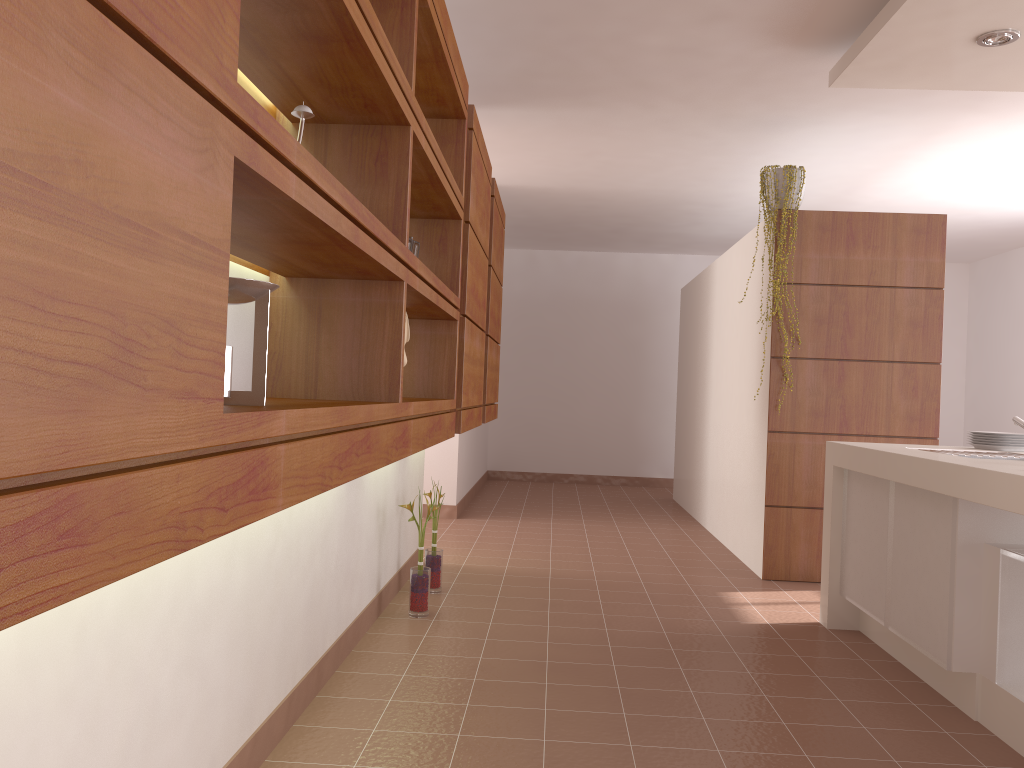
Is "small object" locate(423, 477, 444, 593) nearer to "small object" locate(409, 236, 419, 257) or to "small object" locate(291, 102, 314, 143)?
"small object" locate(409, 236, 419, 257)

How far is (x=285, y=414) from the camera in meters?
1.1

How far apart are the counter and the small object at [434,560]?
1.7m

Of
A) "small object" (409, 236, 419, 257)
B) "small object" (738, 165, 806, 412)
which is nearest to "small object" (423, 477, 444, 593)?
"small object" (409, 236, 419, 257)

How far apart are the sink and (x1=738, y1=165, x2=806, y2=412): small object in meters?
1.8

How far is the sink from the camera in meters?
3.1 m

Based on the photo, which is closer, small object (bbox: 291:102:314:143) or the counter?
small object (bbox: 291:102:314:143)

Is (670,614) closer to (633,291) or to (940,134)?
(940,134)

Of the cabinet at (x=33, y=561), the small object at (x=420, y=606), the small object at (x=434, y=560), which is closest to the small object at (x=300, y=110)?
the cabinet at (x=33, y=561)

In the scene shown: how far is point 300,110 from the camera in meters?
1.7 m
